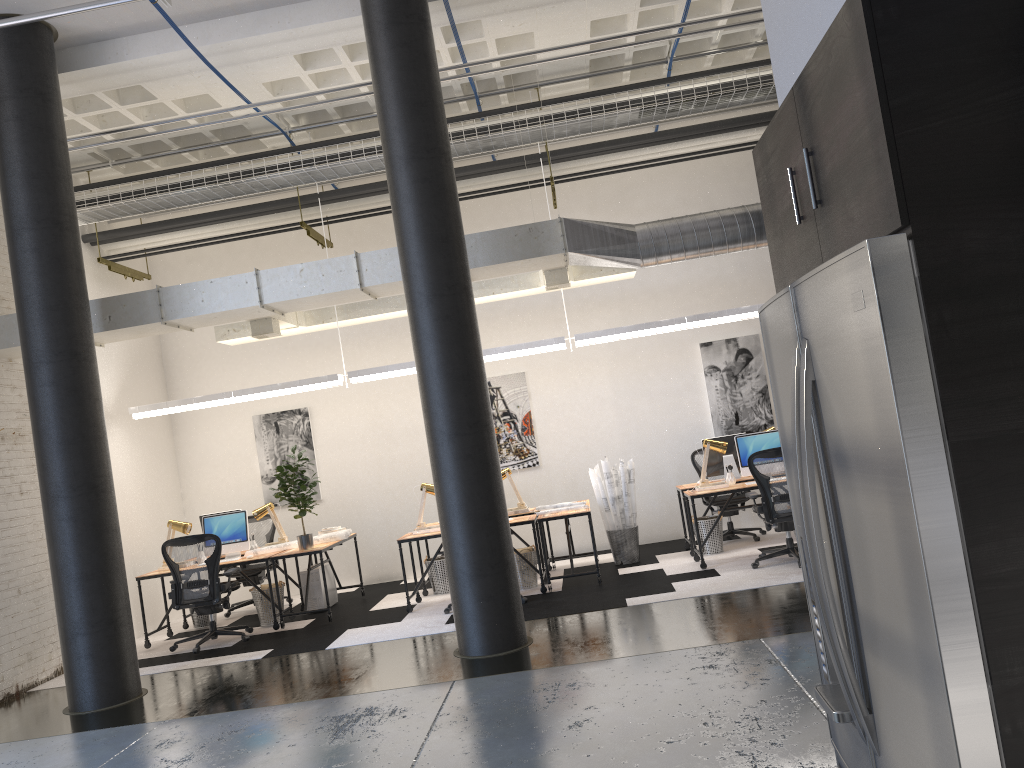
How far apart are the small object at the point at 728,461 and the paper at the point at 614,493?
0.83m

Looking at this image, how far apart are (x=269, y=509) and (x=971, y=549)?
9.2m

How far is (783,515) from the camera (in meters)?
8.00

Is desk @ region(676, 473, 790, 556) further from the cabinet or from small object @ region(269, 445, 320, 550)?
the cabinet

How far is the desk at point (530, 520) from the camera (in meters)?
8.62

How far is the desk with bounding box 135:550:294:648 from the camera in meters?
8.8 m

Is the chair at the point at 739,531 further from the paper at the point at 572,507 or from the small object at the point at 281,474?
the small object at the point at 281,474

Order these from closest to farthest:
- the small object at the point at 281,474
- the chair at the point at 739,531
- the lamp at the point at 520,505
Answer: the small object at the point at 281,474 → the lamp at the point at 520,505 → the chair at the point at 739,531

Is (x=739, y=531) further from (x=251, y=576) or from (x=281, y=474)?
(x=251, y=576)

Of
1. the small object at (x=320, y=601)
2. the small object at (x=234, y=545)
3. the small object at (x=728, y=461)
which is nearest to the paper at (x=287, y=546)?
the small object at (x=234, y=545)
